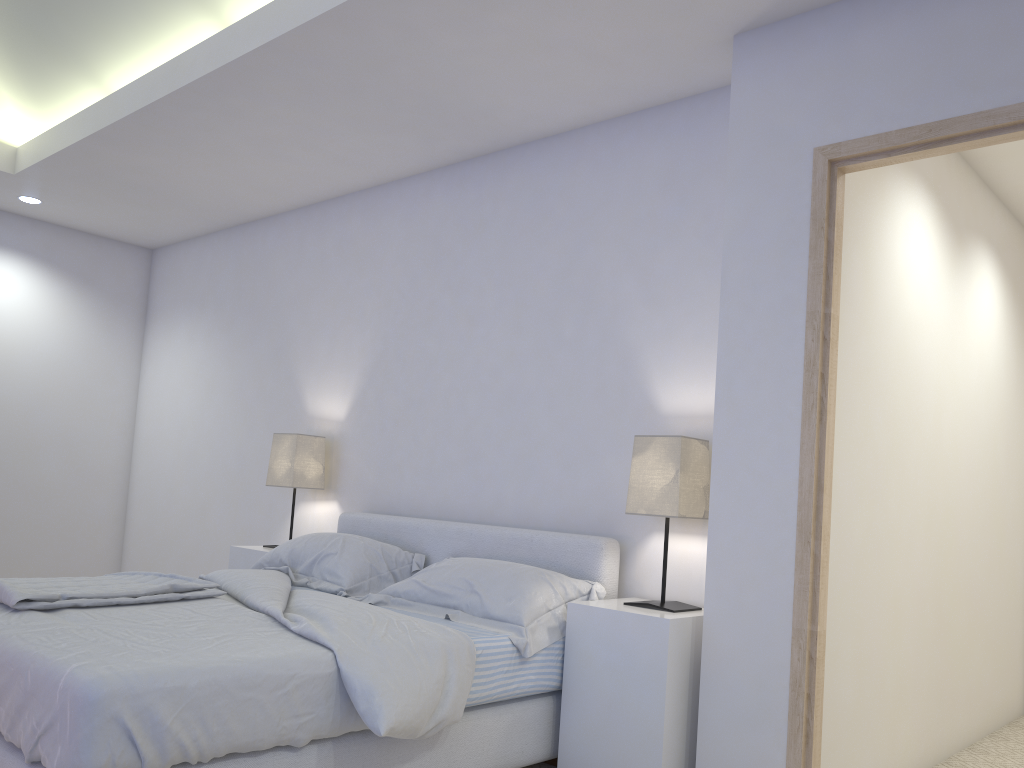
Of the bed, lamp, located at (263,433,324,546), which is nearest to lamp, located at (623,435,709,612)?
the bed

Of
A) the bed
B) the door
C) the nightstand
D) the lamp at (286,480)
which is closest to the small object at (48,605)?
the bed

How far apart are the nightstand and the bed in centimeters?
3cm

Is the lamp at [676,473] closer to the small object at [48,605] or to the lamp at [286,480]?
the small object at [48,605]

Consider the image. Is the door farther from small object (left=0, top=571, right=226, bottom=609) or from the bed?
small object (left=0, top=571, right=226, bottom=609)

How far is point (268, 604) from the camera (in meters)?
2.73

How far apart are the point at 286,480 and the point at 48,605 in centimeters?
189cm

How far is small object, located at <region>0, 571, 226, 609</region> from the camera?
2.5 meters

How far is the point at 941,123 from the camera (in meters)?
2.47

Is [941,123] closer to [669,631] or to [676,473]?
[676,473]
